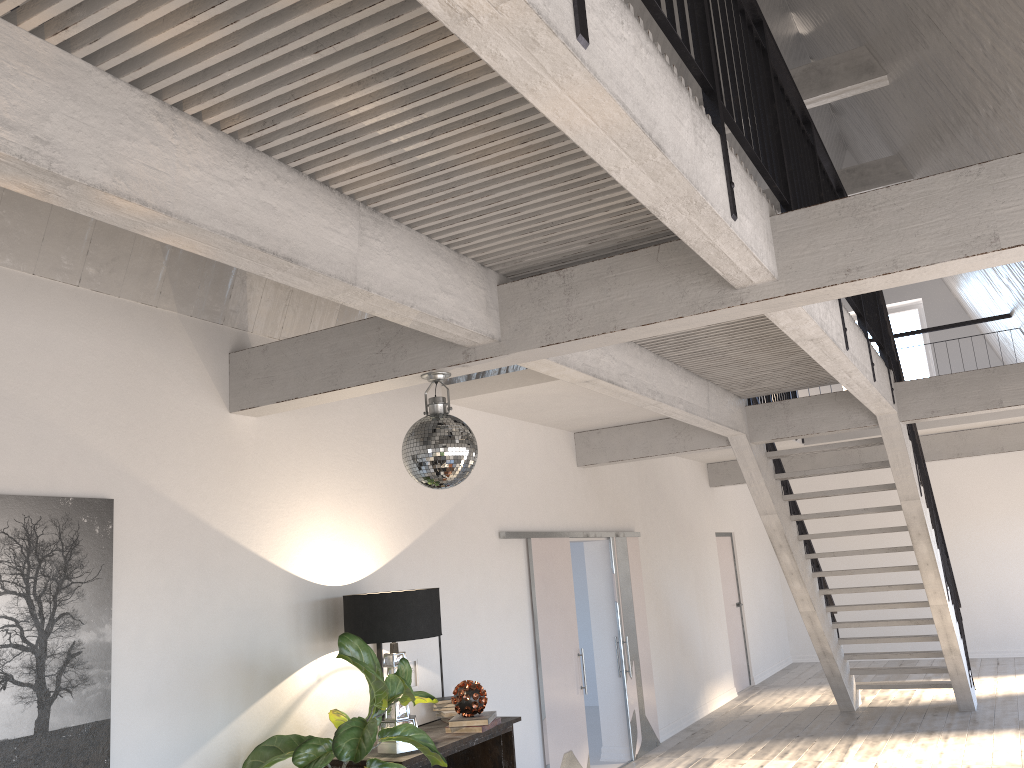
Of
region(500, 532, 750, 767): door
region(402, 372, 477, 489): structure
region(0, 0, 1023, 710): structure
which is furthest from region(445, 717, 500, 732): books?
region(0, 0, 1023, 710): structure

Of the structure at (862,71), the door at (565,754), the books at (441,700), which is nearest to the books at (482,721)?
the books at (441,700)

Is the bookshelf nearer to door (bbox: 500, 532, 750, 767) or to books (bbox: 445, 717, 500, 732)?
books (bbox: 445, 717, 500, 732)

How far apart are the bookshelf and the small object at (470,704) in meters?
0.1 m

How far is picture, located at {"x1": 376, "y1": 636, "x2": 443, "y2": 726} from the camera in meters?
5.4 m

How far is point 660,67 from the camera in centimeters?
227cm

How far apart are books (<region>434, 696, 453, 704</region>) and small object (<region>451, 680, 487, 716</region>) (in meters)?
0.29

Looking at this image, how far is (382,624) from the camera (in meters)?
4.55

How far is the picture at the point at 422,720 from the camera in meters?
5.4 m

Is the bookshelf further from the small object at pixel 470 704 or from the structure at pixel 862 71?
the structure at pixel 862 71
